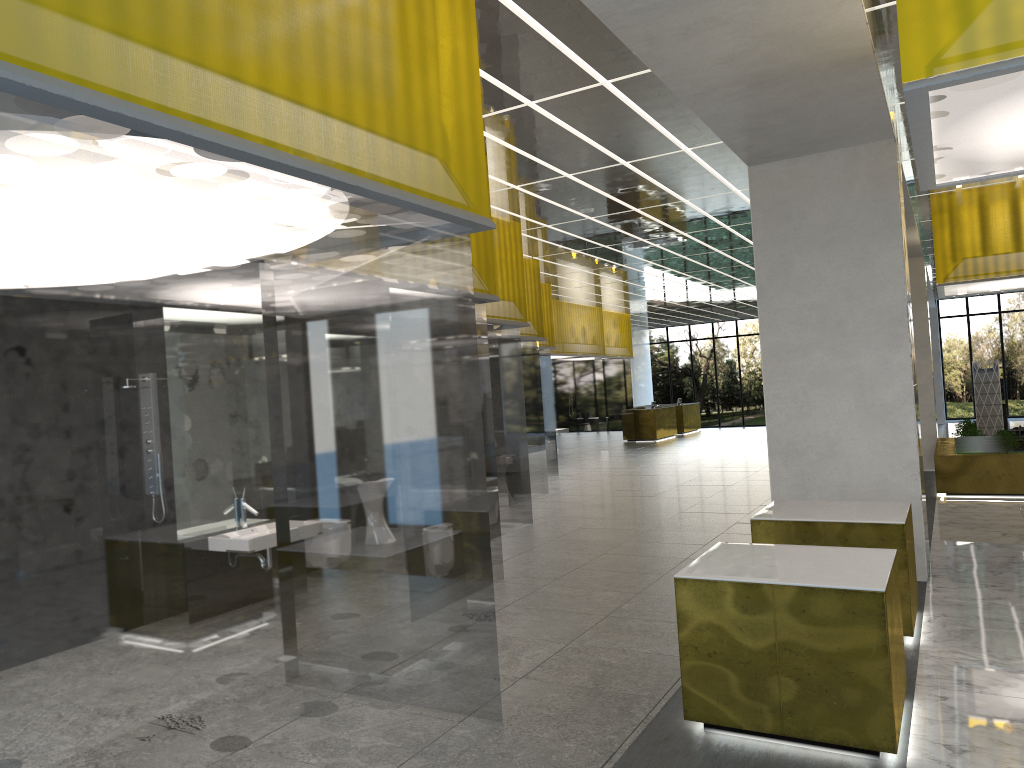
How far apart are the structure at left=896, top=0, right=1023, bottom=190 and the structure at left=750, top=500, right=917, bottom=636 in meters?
3.3

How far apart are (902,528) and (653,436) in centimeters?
3332cm

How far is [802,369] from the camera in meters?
12.1 m

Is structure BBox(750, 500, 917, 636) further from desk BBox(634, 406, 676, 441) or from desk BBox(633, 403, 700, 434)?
desk BBox(633, 403, 700, 434)

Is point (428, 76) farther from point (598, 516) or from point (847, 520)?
point (598, 516)

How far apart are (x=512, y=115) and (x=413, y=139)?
5.1m

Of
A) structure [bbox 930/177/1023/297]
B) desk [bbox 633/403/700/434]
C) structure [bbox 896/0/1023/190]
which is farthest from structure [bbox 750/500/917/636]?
desk [bbox 633/403/700/434]

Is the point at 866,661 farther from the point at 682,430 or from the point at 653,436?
the point at 682,430

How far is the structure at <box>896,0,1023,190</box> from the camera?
5.2 meters

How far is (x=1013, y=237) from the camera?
17.8 meters
